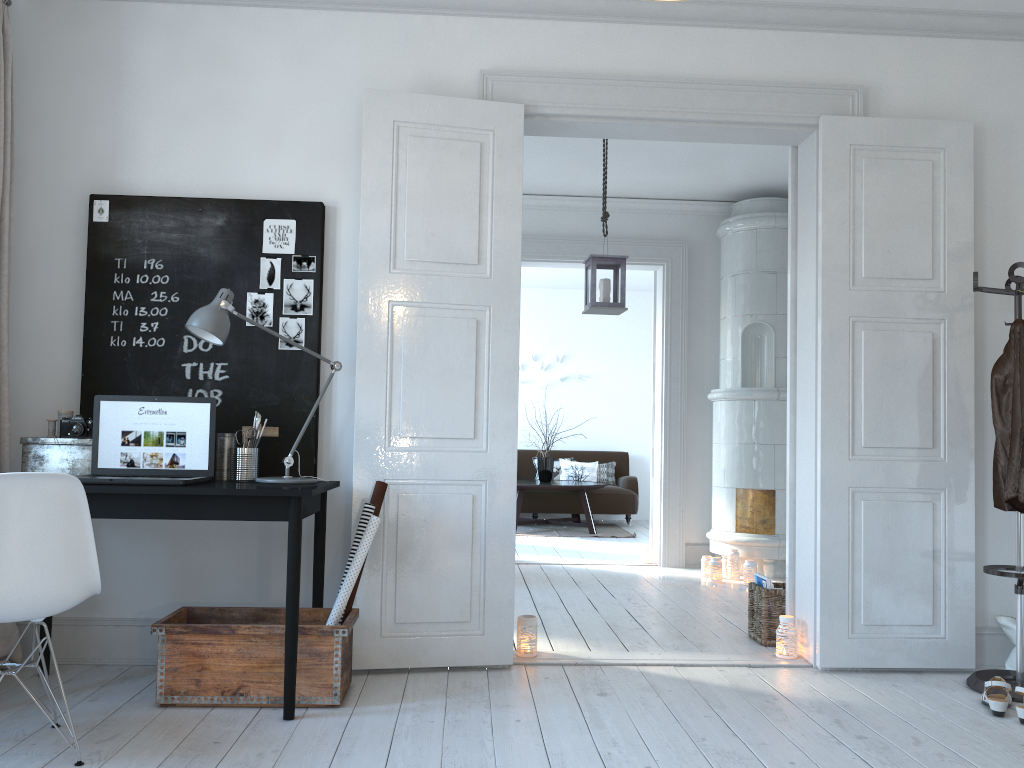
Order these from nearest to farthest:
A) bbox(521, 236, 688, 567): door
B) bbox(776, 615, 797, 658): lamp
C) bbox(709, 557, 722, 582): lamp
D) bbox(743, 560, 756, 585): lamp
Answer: bbox(776, 615, 797, 658): lamp < bbox(743, 560, 756, 585): lamp < bbox(709, 557, 722, 582): lamp < bbox(521, 236, 688, 567): door

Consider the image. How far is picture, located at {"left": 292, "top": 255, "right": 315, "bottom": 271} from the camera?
3.7 meters

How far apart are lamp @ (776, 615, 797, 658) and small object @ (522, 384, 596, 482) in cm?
A: 557

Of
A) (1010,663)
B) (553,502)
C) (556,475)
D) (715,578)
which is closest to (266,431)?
(1010,663)

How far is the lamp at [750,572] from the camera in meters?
5.9

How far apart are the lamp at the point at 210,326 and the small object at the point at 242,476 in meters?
0.1

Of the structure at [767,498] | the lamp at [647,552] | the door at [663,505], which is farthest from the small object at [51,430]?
the lamp at [647,552]

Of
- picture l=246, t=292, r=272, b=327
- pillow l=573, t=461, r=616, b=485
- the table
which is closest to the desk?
picture l=246, t=292, r=272, b=327

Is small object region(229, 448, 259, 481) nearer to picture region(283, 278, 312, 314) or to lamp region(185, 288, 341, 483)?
lamp region(185, 288, 341, 483)

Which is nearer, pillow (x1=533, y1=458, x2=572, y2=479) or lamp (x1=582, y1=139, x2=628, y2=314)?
lamp (x1=582, y1=139, x2=628, y2=314)
